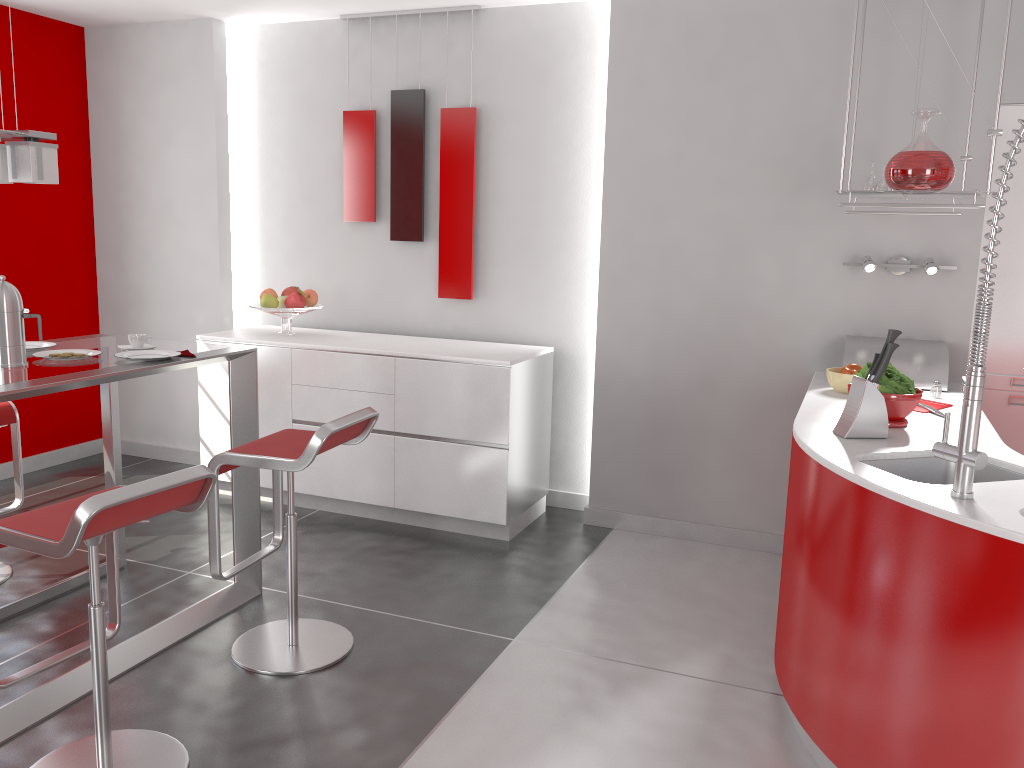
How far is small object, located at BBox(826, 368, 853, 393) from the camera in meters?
3.4

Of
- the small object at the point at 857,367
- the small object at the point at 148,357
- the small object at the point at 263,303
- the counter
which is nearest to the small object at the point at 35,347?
the small object at the point at 148,357

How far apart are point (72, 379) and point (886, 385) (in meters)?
2.50

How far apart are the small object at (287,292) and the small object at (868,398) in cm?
318

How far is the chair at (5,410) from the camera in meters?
3.6 m

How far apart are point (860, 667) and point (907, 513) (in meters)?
0.45

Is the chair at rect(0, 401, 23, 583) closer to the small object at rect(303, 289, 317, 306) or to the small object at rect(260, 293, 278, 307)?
the small object at rect(260, 293, 278, 307)

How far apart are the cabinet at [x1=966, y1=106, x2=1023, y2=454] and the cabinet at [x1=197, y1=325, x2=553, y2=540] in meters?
2.0 m

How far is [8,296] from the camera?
2.77m

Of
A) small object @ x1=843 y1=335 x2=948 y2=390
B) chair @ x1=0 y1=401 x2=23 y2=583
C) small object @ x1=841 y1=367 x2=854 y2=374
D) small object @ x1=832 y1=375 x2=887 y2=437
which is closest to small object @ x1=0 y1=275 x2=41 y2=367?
chair @ x1=0 y1=401 x2=23 y2=583
